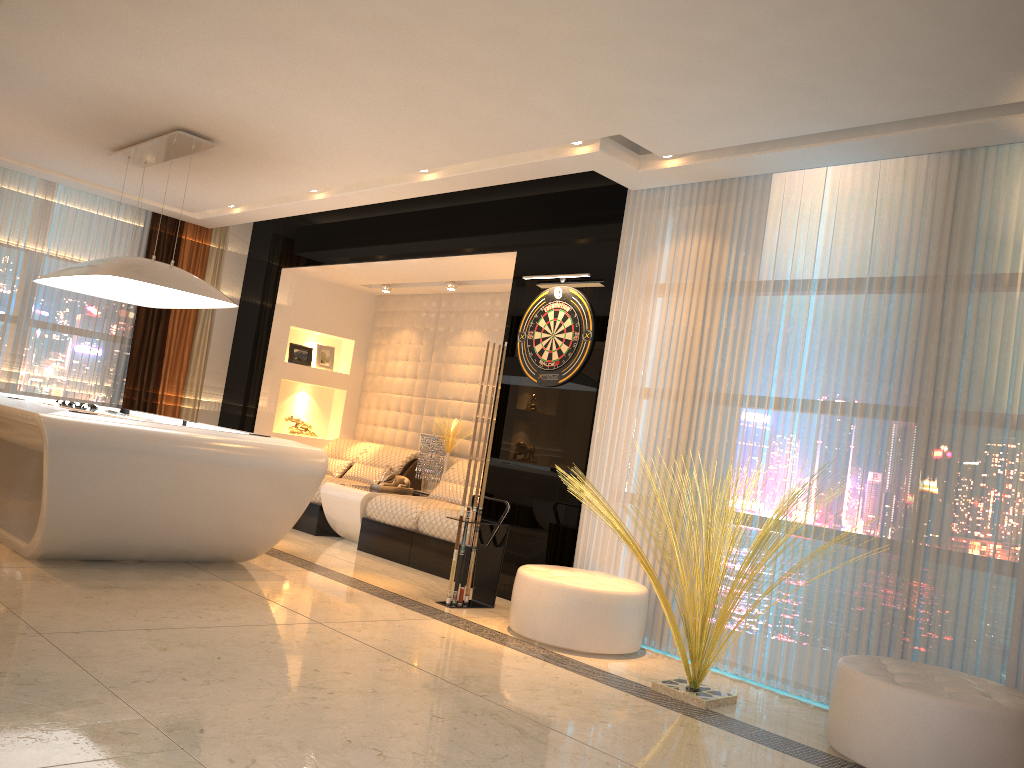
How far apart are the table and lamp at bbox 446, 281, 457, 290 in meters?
1.8

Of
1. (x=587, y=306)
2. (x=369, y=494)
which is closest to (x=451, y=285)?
(x=369, y=494)

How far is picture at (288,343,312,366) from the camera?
8.67m

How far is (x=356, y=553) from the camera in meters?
6.7 m

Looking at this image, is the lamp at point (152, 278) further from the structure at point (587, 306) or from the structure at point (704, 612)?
the structure at point (704, 612)

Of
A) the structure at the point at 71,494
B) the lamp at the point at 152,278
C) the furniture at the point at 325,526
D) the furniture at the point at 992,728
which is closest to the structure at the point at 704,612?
the furniture at the point at 992,728

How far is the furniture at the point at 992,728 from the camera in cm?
305

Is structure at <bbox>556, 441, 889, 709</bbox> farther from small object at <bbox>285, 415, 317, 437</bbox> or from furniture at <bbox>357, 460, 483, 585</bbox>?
small object at <bbox>285, 415, 317, 437</bbox>

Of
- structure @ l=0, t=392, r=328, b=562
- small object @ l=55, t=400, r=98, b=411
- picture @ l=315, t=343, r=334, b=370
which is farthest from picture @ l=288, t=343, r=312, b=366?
small object @ l=55, t=400, r=98, b=411

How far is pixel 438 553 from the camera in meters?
6.3
